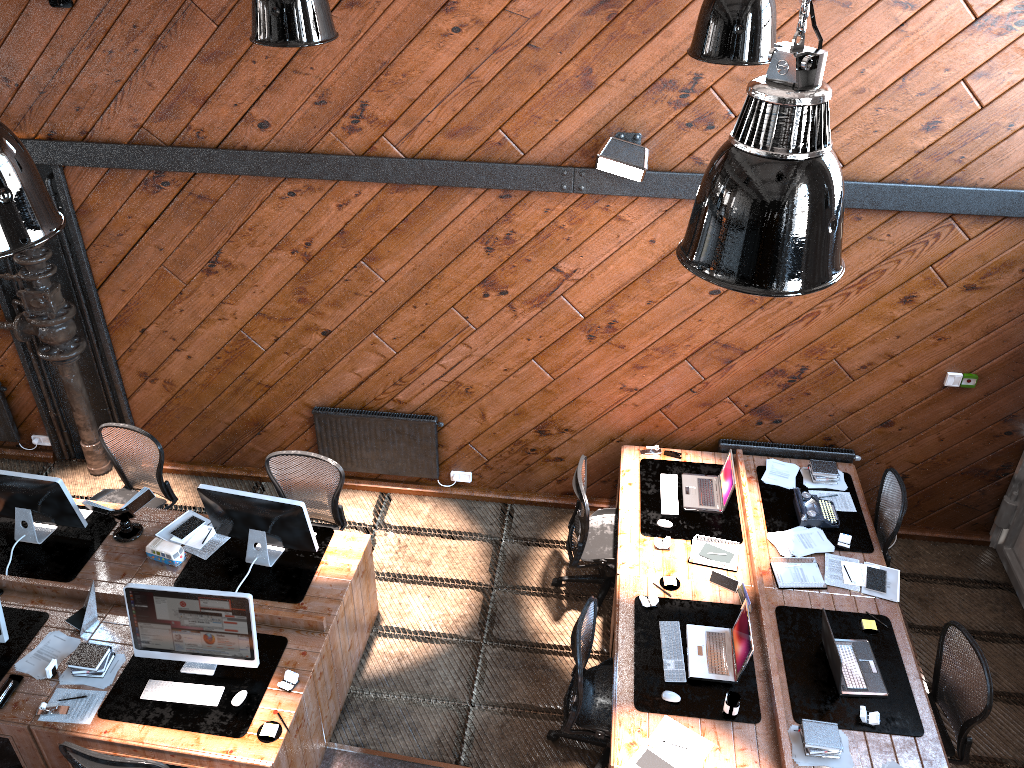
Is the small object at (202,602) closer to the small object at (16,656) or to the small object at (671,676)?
the small object at (16,656)

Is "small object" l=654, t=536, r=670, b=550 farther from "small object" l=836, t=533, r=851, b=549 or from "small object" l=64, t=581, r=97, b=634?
"small object" l=64, t=581, r=97, b=634

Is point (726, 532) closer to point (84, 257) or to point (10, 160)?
point (10, 160)

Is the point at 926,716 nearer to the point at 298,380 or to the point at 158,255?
the point at 298,380

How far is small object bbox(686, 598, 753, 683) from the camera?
5.0m

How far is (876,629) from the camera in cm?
530

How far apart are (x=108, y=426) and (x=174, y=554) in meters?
1.3

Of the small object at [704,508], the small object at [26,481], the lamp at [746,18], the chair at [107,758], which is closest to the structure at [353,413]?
the small object at [26,481]

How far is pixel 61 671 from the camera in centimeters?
503cm

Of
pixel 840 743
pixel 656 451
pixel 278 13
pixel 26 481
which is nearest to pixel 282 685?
pixel 26 481
